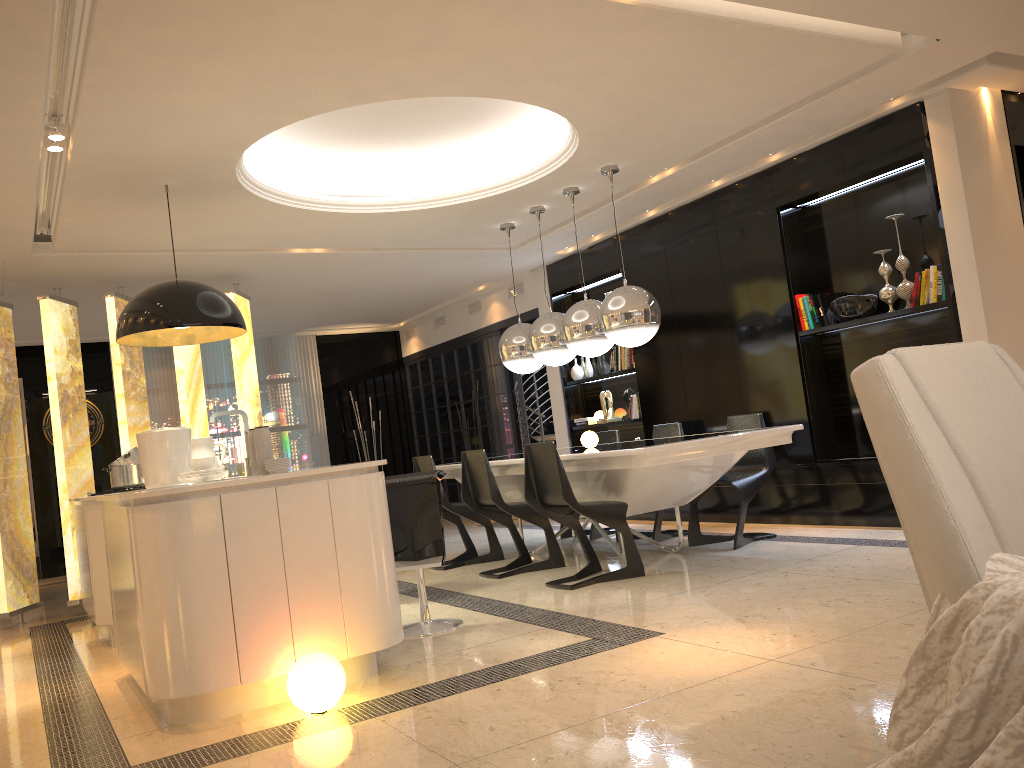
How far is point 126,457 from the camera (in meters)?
5.81

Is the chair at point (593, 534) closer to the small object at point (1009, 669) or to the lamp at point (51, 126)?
the lamp at point (51, 126)

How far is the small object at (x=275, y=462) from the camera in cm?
373

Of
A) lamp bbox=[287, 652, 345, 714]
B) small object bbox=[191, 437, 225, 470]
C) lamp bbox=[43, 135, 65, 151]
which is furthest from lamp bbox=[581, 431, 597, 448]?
lamp bbox=[43, 135, 65, 151]

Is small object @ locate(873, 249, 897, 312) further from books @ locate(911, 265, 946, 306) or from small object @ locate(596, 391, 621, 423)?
small object @ locate(596, 391, 621, 423)

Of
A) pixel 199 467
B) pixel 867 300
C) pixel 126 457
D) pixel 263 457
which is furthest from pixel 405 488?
pixel 867 300

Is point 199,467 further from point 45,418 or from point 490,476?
point 45,418

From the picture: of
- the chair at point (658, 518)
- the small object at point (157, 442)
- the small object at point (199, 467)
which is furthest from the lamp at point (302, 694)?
the chair at point (658, 518)

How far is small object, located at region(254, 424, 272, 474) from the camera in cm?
381

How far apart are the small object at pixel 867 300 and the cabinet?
3.8 meters
